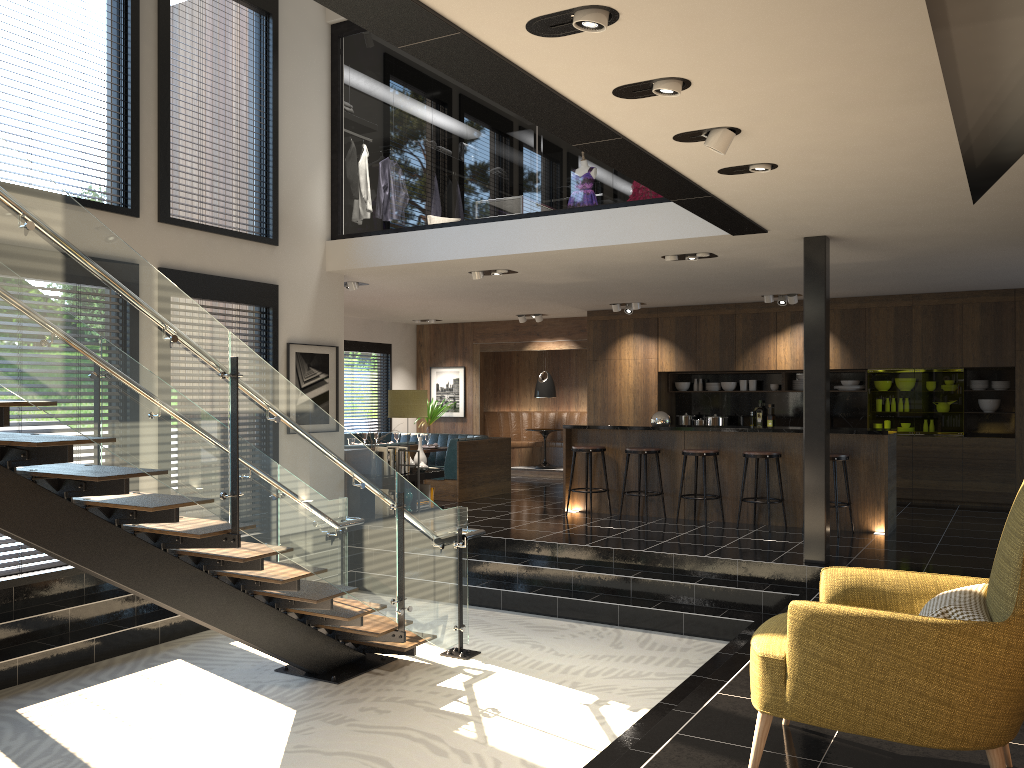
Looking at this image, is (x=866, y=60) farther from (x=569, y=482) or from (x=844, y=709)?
(x=569, y=482)

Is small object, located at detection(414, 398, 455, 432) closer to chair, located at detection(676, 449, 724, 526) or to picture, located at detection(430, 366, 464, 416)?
picture, located at detection(430, 366, 464, 416)

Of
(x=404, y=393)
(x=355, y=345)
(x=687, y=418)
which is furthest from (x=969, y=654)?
(x=355, y=345)

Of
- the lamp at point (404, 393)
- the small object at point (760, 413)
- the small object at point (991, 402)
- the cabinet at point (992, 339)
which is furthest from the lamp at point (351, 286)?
the small object at point (991, 402)

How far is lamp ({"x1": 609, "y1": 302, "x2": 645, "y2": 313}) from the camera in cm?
1253

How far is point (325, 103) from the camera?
9.38m

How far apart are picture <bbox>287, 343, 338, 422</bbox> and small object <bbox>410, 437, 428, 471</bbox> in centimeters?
136cm

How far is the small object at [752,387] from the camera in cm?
1295

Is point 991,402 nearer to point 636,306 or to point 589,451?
point 636,306

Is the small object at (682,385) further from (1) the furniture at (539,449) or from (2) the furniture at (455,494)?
(2) the furniture at (455,494)
